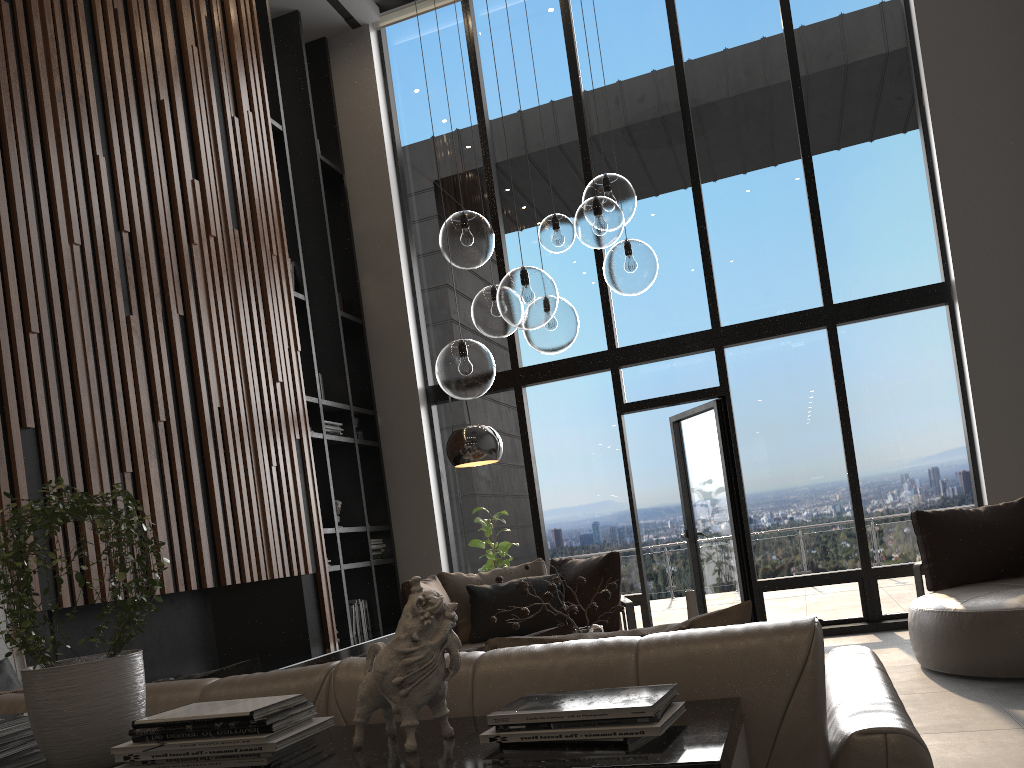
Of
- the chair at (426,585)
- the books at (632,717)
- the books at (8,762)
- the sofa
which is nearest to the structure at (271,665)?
the chair at (426,585)

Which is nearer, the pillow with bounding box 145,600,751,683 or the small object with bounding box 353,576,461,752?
the small object with bounding box 353,576,461,752

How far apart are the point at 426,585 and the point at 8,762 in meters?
3.7

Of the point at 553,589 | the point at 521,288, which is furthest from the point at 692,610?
the point at 521,288

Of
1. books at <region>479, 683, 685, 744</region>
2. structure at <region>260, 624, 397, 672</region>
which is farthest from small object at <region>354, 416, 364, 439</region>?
books at <region>479, 683, 685, 744</region>

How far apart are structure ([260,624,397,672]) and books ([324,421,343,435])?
1.62m

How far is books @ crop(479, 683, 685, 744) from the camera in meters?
1.2 m

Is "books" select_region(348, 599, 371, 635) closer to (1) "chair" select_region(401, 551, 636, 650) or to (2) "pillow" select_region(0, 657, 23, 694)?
(1) "chair" select_region(401, 551, 636, 650)

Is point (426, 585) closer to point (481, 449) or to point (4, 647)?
point (481, 449)

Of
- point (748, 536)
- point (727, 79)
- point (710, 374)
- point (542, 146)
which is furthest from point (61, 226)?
point (727, 79)
